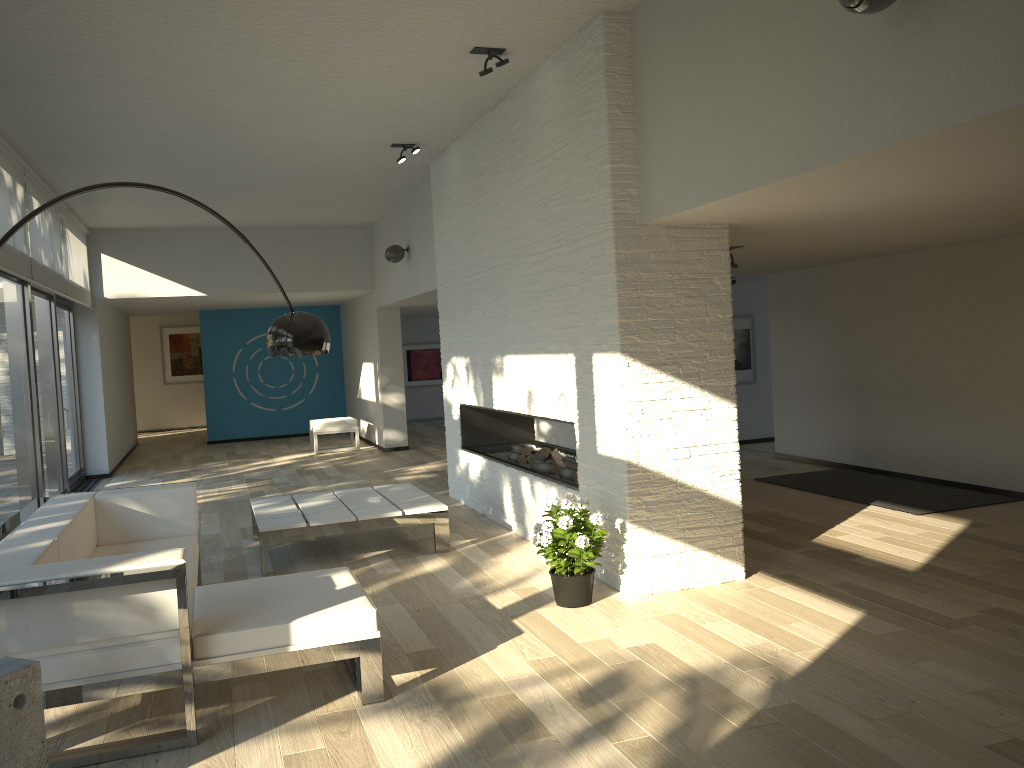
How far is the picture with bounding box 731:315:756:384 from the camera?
10.6m

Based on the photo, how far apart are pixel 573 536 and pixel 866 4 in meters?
2.7

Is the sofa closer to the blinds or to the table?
the table

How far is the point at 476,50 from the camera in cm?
502

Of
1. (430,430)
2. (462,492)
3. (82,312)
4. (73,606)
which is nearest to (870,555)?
(462,492)

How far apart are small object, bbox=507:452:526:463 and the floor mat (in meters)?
2.47

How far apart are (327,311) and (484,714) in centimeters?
1244cm

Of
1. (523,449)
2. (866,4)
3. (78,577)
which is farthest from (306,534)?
(866,4)

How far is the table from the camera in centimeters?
565cm

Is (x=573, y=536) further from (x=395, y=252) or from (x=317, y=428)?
(x=317, y=428)
